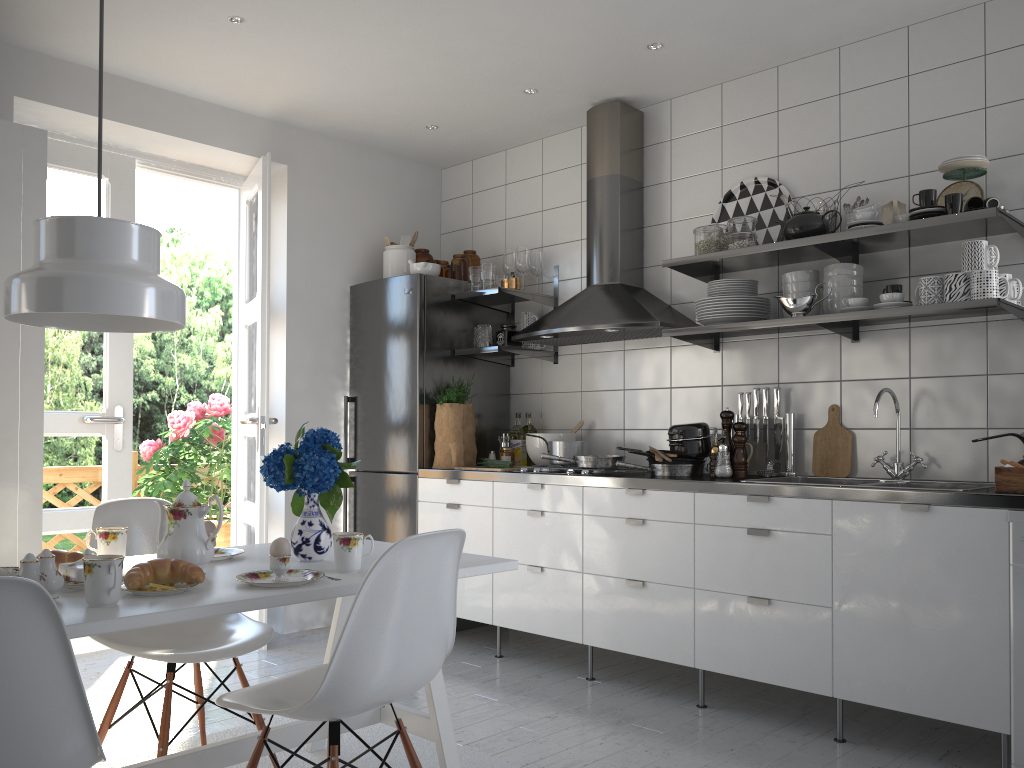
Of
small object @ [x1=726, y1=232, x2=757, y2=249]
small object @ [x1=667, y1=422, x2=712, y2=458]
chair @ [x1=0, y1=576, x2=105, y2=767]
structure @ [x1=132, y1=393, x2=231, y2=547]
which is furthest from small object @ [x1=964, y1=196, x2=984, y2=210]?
structure @ [x1=132, y1=393, x2=231, y2=547]

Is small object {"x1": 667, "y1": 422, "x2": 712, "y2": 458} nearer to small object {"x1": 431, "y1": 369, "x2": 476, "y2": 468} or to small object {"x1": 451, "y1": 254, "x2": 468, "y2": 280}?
small object {"x1": 431, "y1": 369, "x2": 476, "y2": 468}

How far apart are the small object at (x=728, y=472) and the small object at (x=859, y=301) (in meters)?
0.72

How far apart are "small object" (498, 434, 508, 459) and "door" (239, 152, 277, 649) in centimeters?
113cm

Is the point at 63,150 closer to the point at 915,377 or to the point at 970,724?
the point at 915,377

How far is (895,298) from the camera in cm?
302

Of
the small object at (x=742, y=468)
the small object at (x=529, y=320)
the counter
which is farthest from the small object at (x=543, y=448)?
the small object at (x=742, y=468)

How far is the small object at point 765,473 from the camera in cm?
355

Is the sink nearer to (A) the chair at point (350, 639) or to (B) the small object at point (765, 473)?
(B) the small object at point (765, 473)

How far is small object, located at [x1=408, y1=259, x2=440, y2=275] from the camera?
4.5 meters
